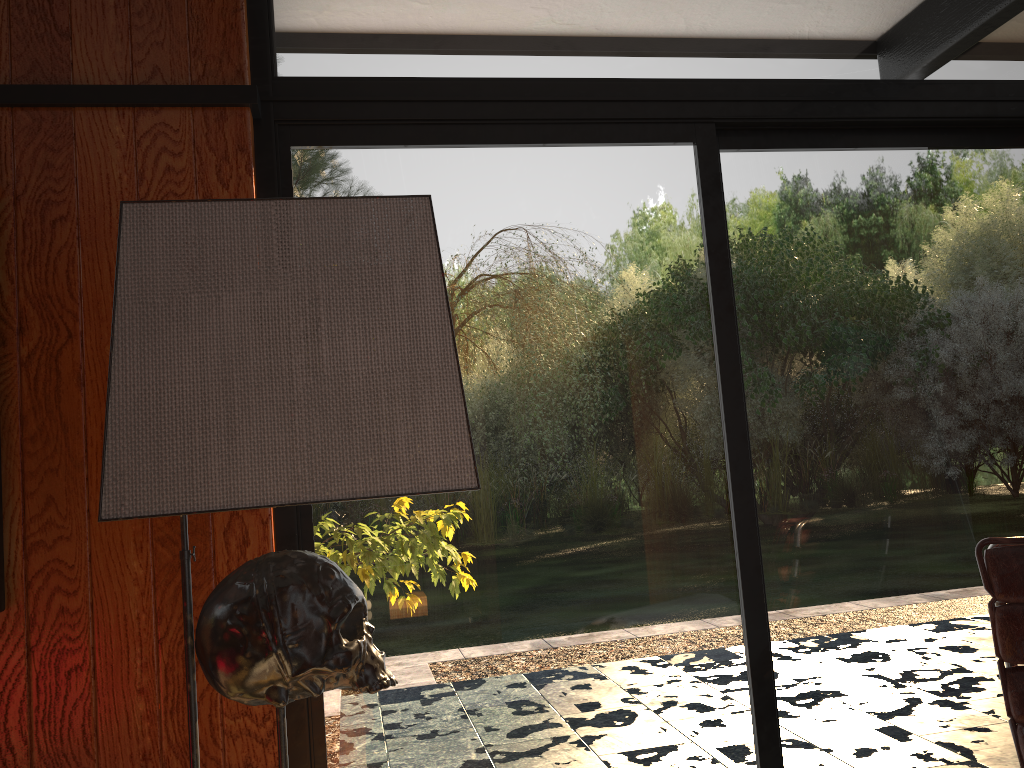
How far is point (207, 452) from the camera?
0.7m

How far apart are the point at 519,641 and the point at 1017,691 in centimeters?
100cm

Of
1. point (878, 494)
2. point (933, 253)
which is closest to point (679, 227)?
point (933, 253)

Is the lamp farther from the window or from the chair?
the chair

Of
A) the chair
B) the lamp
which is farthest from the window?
the lamp

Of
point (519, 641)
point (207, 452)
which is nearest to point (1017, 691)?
point (519, 641)

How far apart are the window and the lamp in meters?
1.1

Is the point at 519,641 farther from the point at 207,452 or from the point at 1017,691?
the point at 207,452

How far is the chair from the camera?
1.7m

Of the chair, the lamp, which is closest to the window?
the chair
